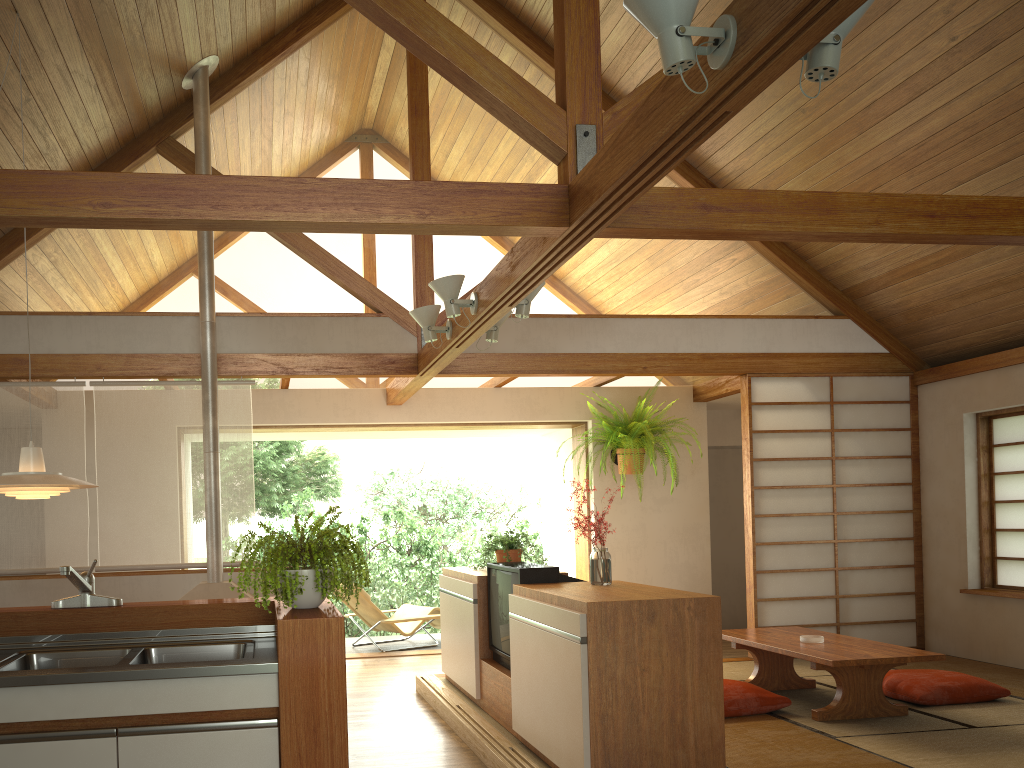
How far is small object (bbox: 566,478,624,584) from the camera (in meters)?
4.08

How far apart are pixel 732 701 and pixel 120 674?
3.2 meters

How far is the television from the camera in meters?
4.3 m

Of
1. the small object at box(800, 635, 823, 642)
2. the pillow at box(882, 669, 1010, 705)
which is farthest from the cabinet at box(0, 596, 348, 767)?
the pillow at box(882, 669, 1010, 705)

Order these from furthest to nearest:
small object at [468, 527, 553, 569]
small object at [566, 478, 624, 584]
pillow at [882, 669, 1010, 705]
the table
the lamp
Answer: small object at [468, 527, 553, 569], pillow at [882, 669, 1010, 705], the table, small object at [566, 478, 624, 584], the lamp

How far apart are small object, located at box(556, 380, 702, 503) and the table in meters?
2.1 m

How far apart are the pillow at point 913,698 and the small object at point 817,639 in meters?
0.6

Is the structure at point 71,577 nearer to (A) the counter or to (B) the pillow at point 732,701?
(A) the counter

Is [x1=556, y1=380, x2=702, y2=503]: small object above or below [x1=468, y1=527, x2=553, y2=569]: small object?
above

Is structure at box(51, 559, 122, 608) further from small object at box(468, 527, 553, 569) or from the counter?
small object at box(468, 527, 553, 569)
